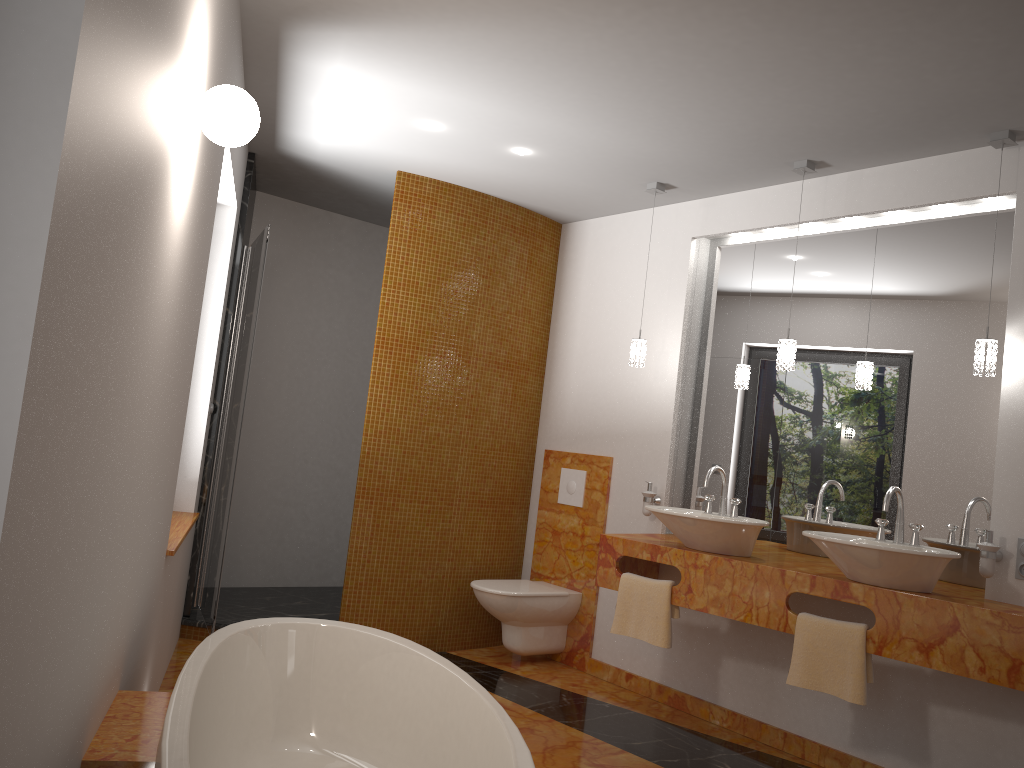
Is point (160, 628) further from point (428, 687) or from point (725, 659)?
point (725, 659)

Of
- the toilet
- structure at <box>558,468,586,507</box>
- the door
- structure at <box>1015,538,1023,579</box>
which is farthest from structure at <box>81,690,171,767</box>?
structure at <box>558,468,586,507</box>

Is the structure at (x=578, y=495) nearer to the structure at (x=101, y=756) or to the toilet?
the toilet

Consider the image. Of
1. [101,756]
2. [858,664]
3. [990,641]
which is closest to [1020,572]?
[990,641]

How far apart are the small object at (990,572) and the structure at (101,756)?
2.7 meters

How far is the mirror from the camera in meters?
3.5 m

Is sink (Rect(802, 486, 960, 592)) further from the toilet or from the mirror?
the toilet

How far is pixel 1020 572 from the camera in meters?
3.1 m

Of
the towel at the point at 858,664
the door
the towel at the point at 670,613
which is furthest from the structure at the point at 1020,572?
the door

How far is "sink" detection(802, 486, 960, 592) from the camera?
3.0m
